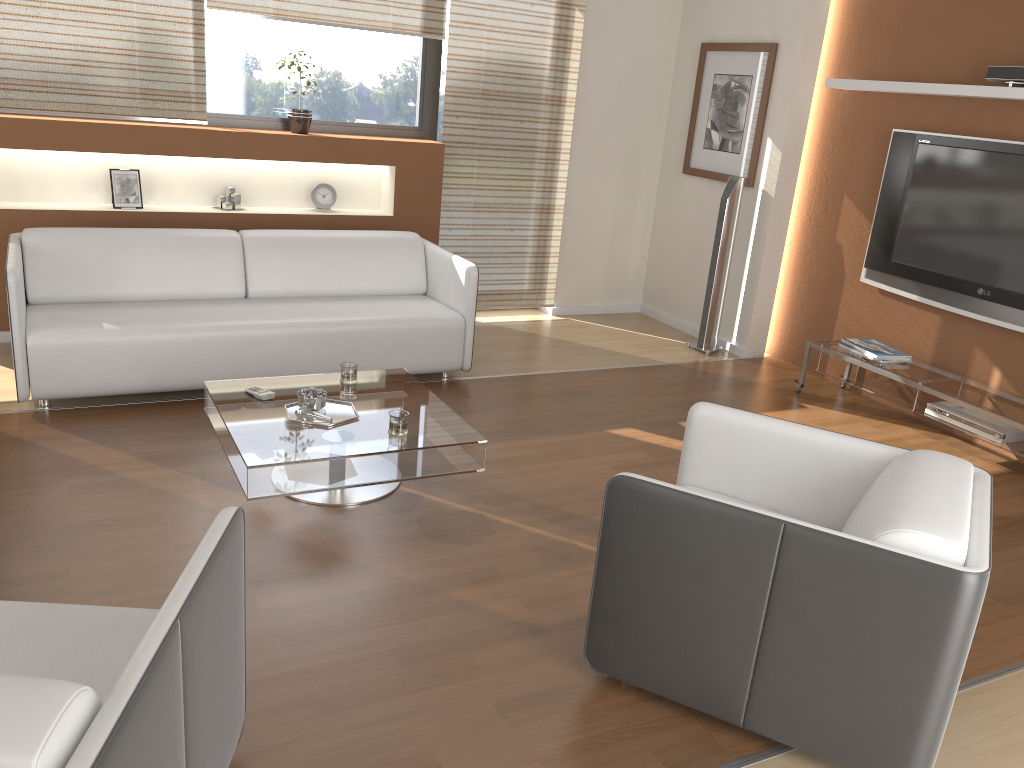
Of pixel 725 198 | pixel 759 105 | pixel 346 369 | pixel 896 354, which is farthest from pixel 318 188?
pixel 896 354

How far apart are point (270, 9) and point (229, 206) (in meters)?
1.15

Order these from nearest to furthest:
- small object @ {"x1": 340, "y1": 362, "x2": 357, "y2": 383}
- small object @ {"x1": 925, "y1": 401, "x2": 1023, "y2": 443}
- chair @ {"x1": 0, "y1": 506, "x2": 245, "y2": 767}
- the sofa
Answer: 1. chair @ {"x1": 0, "y1": 506, "x2": 245, "y2": 767}
2. small object @ {"x1": 340, "y1": 362, "x2": 357, "y2": 383}
3. the sofa
4. small object @ {"x1": 925, "y1": 401, "x2": 1023, "y2": 443}

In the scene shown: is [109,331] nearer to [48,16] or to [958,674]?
[48,16]

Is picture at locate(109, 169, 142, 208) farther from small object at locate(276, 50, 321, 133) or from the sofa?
small object at locate(276, 50, 321, 133)

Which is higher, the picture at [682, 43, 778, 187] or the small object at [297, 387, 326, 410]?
the picture at [682, 43, 778, 187]

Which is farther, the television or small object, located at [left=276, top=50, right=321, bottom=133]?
small object, located at [left=276, top=50, right=321, bottom=133]

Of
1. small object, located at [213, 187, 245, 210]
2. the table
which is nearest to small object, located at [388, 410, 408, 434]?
the table

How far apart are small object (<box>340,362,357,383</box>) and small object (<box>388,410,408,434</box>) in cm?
54

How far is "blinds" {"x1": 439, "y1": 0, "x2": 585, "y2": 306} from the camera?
5.7m
